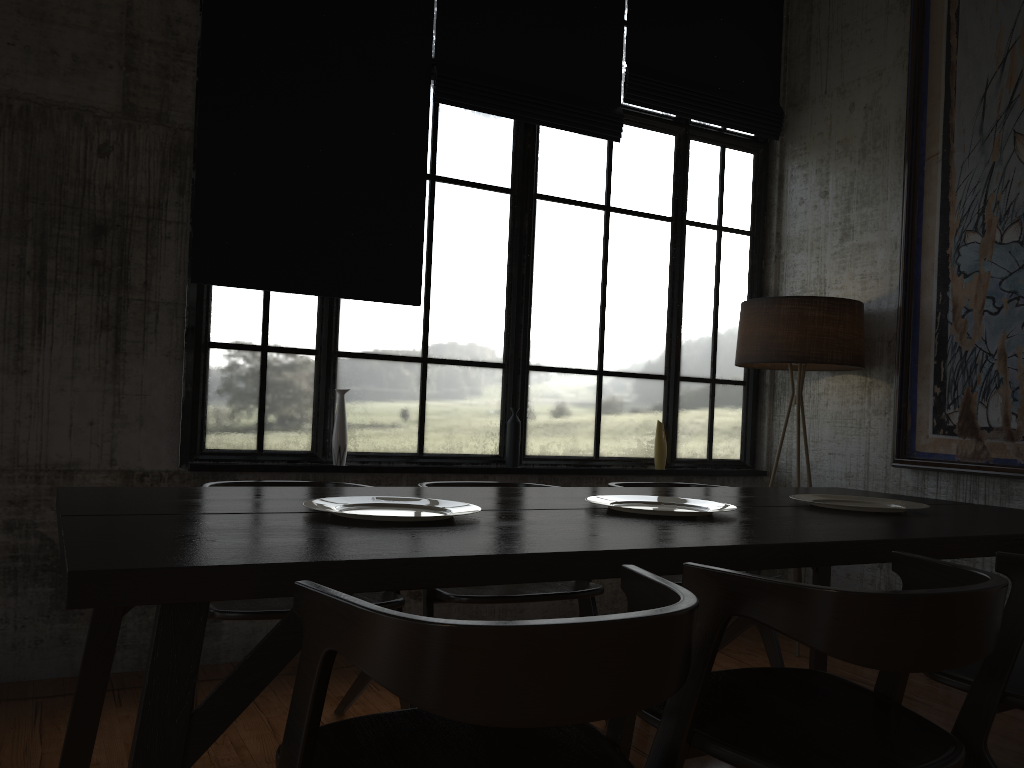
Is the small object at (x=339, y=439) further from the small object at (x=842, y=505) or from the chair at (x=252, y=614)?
the small object at (x=842, y=505)

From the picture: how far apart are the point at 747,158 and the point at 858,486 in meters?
2.4

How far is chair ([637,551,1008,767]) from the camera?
1.79m

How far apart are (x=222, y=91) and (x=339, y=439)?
1.9m

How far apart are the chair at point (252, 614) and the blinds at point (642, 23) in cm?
358

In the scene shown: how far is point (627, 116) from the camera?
5.66m

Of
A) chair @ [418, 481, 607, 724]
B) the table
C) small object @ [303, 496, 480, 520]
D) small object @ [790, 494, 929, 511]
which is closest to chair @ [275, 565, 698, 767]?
the table

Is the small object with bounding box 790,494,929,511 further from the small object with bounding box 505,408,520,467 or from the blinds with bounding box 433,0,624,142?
the blinds with bounding box 433,0,624,142

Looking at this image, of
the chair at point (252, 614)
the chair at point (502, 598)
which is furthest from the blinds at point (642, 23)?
the chair at point (252, 614)

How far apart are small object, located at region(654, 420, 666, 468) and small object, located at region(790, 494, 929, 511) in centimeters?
192cm
